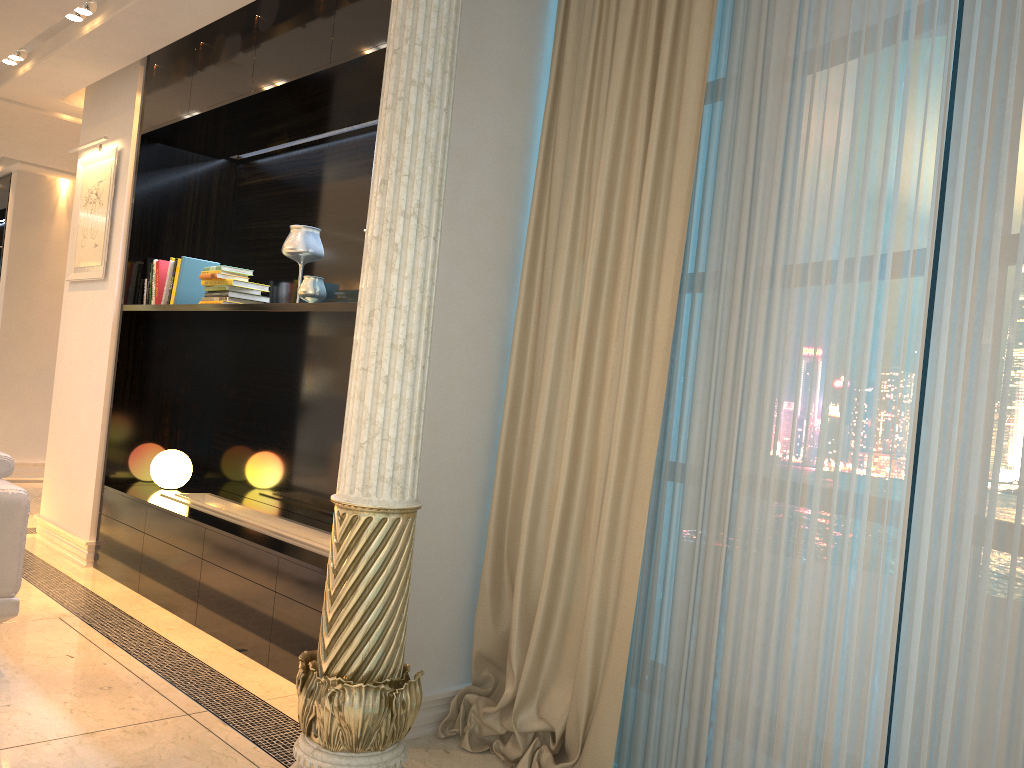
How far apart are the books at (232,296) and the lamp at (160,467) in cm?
95

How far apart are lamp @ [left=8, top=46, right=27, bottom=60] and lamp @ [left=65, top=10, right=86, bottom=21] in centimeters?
88cm

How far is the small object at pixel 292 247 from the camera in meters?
3.9 m

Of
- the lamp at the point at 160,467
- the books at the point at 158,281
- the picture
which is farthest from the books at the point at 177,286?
the lamp at the point at 160,467

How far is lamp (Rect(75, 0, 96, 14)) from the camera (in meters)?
3.99

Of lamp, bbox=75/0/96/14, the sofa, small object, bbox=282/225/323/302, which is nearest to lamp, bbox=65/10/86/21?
lamp, bbox=75/0/96/14

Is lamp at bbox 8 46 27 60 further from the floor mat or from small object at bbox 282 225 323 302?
the floor mat

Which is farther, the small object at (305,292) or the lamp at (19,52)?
the lamp at (19,52)

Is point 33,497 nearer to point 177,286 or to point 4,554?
point 177,286

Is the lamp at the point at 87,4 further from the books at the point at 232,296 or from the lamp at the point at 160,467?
the lamp at the point at 160,467
